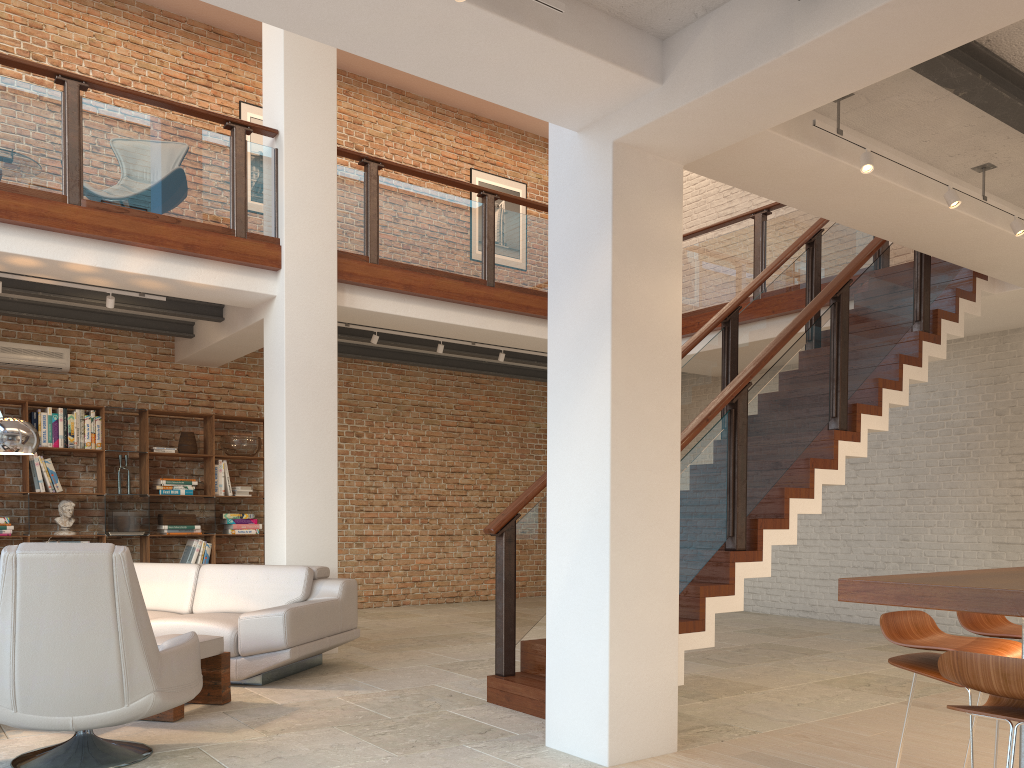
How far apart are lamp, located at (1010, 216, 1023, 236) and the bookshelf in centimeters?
742cm

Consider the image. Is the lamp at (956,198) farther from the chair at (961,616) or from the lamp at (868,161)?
the chair at (961,616)

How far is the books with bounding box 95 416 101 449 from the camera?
8.54m

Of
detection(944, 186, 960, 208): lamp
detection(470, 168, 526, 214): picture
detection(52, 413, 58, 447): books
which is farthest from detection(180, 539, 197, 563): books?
detection(944, 186, 960, 208): lamp

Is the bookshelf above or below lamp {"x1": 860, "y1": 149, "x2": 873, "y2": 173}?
below

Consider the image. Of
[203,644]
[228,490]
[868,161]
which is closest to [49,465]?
[228,490]

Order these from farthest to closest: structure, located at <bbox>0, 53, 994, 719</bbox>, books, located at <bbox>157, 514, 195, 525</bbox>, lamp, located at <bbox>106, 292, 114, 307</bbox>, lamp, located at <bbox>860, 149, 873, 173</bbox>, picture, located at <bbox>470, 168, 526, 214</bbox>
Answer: picture, located at <bbox>470, 168, 526, 214</bbox> → books, located at <bbox>157, 514, 195, 525</bbox> → lamp, located at <bbox>106, 292, 114, 307</bbox> → structure, located at <bbox>0, 53, 994, 719</bbox> → lamp, located at <bbox>860, 149, 873, 173</bbox>

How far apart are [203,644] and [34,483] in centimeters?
441cm

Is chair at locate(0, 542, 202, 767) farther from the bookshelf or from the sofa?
the bookshelf

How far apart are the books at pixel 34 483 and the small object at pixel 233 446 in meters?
1.8 m
